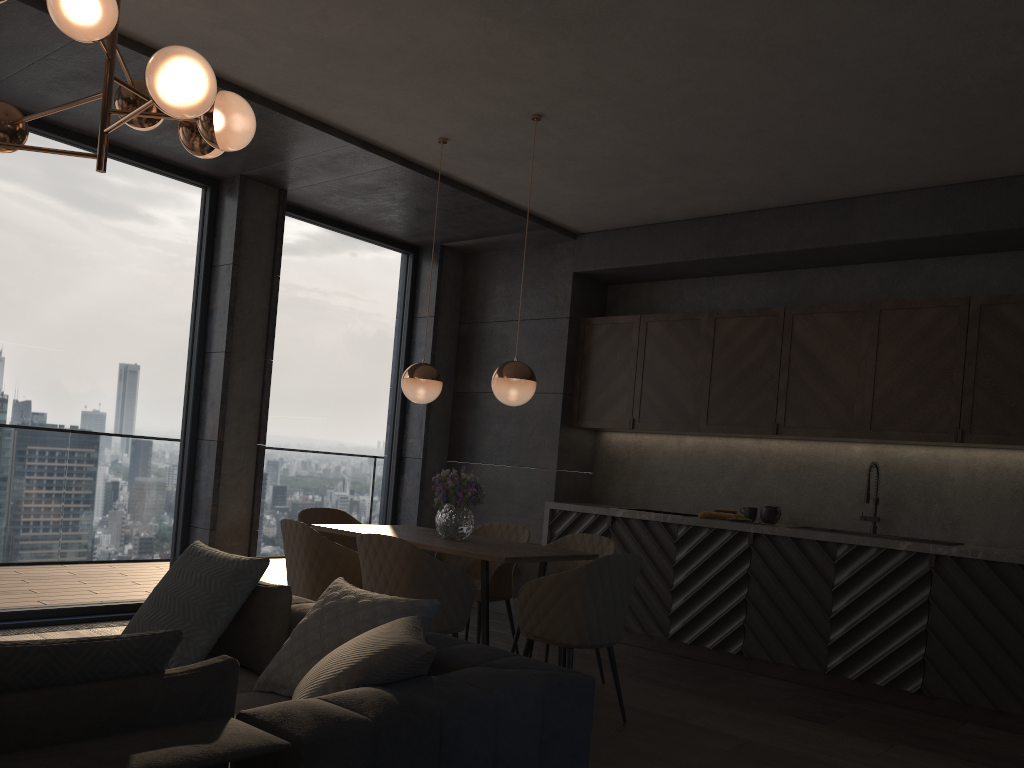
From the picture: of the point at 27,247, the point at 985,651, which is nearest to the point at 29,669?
the point at 27,247

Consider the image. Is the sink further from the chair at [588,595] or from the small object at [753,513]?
the chair at [588,595]

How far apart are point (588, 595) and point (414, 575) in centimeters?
78cm

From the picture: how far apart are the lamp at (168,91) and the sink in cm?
447

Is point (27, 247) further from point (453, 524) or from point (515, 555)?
point (515, 555)

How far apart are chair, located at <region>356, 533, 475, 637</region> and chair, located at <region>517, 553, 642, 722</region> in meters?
0.2

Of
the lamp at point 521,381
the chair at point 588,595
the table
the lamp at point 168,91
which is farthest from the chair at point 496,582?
the lamp at point 168,91

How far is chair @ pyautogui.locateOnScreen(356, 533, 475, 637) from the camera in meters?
3.9 m

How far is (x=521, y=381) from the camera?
4.6m

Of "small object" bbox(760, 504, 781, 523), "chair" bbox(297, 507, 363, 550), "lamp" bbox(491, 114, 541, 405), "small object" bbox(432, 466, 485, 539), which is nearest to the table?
"small object" bbox(432, 466, 485, 539)
